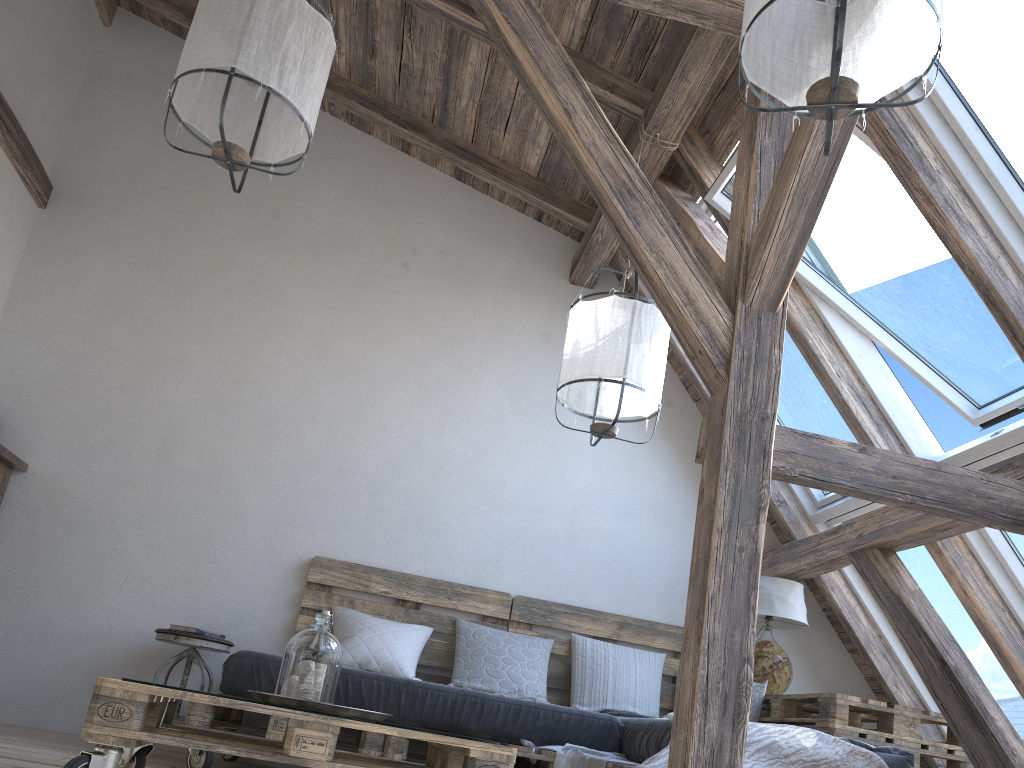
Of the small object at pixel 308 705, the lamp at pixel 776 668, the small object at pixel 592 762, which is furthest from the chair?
the lamp at pixel 776 668

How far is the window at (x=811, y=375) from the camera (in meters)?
4.12

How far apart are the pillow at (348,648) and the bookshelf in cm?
161

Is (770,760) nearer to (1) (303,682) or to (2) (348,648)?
(1) (303,682)

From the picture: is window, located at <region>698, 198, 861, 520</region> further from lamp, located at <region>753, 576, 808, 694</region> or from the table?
the table

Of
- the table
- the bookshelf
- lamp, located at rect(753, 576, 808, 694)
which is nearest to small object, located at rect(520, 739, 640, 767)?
the table

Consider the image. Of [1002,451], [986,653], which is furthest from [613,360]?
[986,653]

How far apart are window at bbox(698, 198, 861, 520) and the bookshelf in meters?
3.4

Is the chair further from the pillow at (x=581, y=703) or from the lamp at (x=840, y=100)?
the lamp at (x=840, y=100)

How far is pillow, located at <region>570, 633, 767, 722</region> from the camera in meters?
4.0
